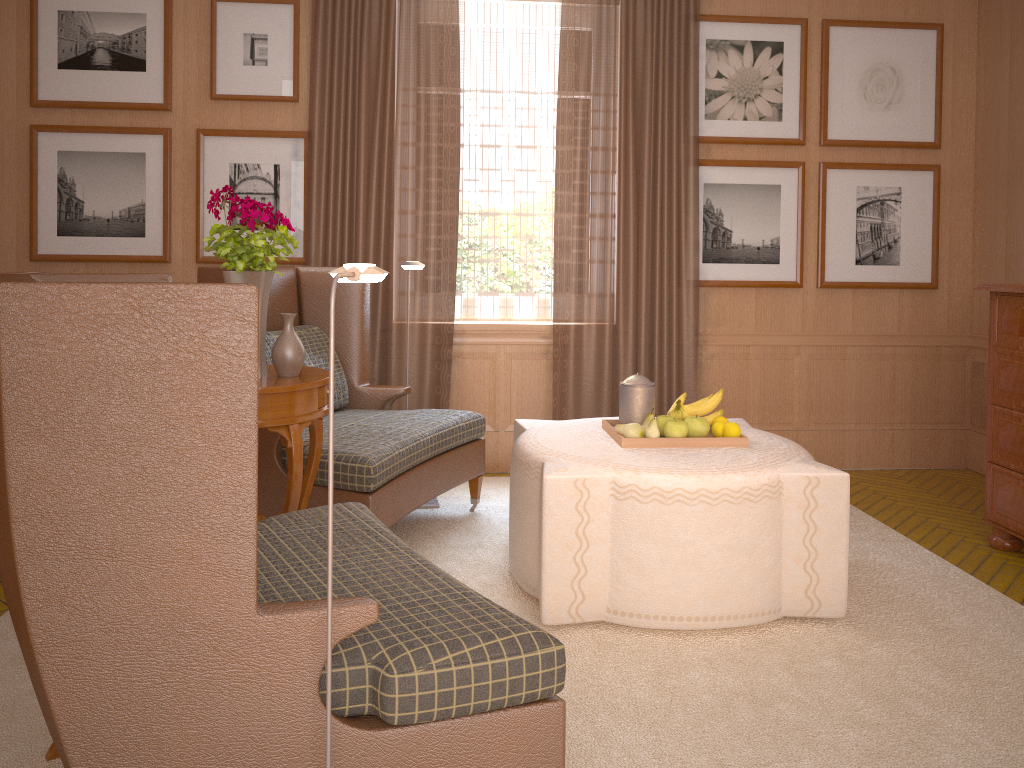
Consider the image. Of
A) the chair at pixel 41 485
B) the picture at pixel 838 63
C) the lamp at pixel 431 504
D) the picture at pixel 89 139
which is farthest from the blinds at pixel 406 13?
the chair at pixel 41 485

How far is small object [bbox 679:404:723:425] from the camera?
5.8m

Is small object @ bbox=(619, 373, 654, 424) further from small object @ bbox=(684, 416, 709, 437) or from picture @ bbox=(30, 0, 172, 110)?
picture @ bbox=(30, 0, 172, 110)

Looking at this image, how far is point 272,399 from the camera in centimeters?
467cm

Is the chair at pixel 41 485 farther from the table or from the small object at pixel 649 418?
the small object at pixel 649 418

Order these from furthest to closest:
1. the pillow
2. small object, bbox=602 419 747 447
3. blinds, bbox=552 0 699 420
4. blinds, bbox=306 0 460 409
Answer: blinds, bbox=552 0 699 420
blinds, bbox=306 0 460 409
the pillow
small object, bbox=602 419 747 447

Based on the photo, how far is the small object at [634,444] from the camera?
5.5 meters

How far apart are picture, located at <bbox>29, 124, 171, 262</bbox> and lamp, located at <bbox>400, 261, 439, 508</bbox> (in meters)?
3.36

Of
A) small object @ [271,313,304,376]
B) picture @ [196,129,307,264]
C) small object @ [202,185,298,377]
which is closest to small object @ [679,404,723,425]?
small object @ [271,313,304,376]

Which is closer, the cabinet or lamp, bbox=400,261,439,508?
the cabinet
